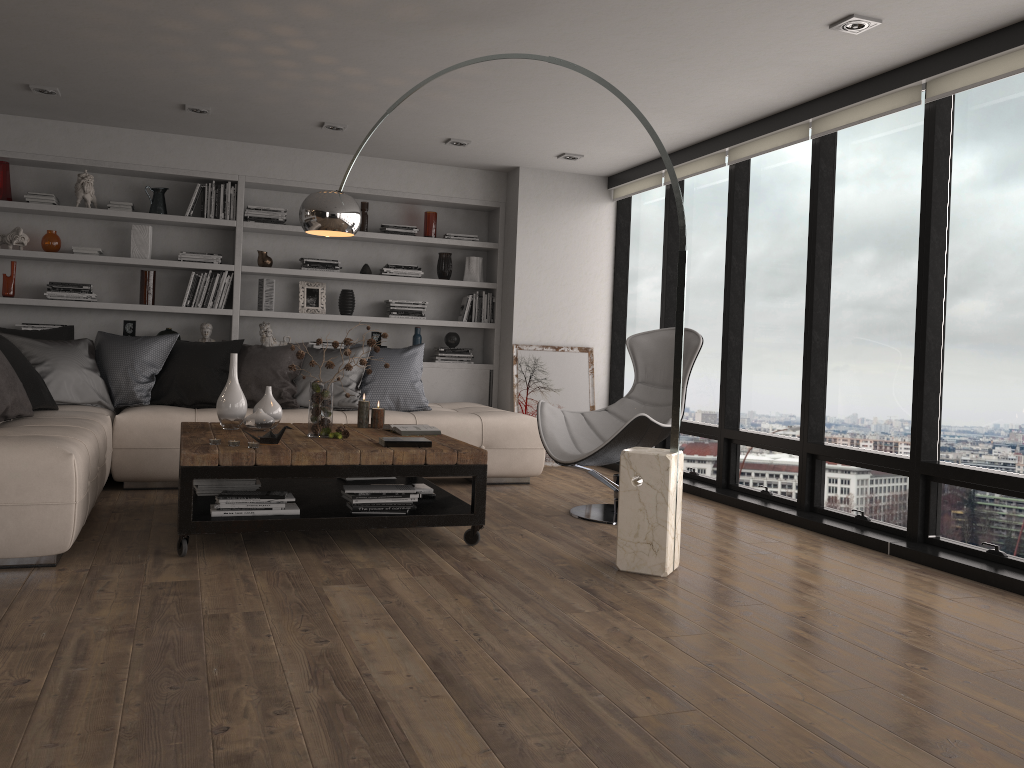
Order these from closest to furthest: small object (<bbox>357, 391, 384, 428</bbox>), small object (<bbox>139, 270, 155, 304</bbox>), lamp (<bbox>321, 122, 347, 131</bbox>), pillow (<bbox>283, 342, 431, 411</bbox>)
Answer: small object (<bbox>357, 391, 384, 428</bbox>) < pillow (<bbox>283, 342, 431, 411</bbox>) < lamp (<bbox>321, 122, 347, 131</bbox>) < small object (<bbox>139, 270, 155, 304</bbox>)

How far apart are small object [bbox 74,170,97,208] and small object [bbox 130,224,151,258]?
0.34m

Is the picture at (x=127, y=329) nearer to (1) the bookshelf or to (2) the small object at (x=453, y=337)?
(1) the bookshelf

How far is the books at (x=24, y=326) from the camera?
6.3m

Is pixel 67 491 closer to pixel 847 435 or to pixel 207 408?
pixel 207 408

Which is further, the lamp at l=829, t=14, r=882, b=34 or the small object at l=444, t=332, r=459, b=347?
the small object at l=444, t=332, r=459, b=347

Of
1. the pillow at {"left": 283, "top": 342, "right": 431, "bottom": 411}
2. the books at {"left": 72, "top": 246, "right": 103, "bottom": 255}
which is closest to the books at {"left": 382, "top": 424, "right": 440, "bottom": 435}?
the pillow at {"left": 283, "top": 342, "right": 431, "bottom": 411}

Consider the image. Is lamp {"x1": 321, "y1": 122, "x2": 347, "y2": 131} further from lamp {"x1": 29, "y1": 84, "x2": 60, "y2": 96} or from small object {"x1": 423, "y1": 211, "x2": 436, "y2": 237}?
lamp {"x1": 29, "y1": 84, "x2": 60, "y2": 96}

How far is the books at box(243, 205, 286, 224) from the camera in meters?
6.8 m

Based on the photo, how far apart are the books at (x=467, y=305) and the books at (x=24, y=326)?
3.2 meters
